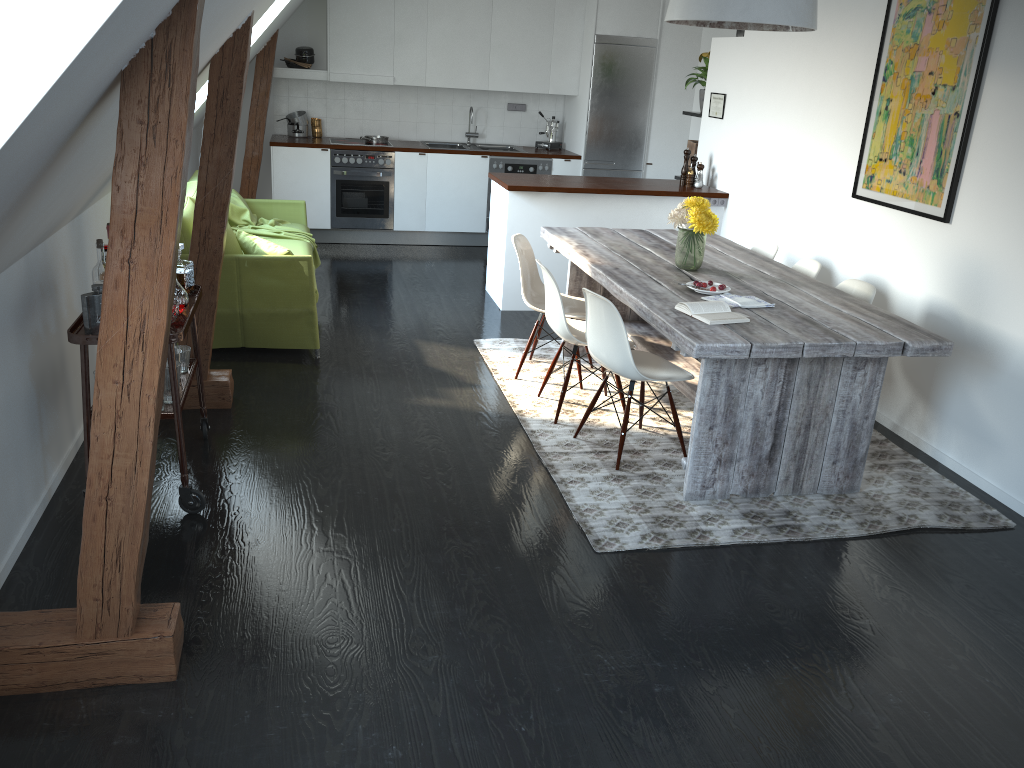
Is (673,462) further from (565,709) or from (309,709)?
(309,709)

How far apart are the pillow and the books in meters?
2.4

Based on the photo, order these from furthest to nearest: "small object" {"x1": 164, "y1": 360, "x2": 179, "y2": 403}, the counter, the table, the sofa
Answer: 1. the counter
2. the sofa
3. the table
4. "small object" {"x1": 164, "y1": 360, "x2": 179, "y2": 403}

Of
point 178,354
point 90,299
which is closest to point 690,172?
point 178,354

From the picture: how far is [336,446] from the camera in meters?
4.1 m

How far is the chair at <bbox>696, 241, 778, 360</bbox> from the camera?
5.28m

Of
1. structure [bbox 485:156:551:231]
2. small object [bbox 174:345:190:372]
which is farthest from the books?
structure [bbox 485:156:551:231]

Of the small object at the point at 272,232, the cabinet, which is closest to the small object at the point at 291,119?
the cabinet

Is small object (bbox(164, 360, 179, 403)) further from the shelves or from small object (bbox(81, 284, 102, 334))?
→ small object (bbox(81, 284, 102, 334))

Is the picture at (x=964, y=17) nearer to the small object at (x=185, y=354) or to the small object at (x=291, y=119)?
the small object at (x=185, y=354)
